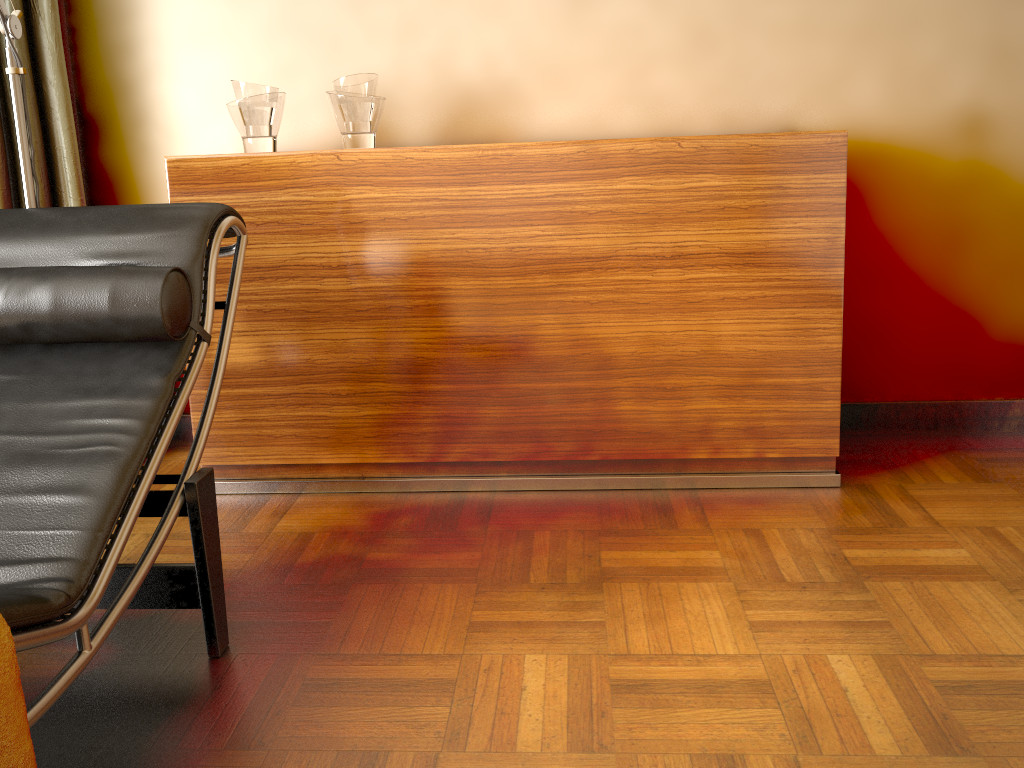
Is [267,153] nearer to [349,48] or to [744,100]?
[349,48]

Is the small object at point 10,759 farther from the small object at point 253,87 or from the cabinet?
the small object at point 253,87

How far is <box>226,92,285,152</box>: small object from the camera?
2.2m

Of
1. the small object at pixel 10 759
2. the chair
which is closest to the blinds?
the chair

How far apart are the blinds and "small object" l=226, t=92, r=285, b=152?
0.50m

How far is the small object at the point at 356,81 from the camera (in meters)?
2.20

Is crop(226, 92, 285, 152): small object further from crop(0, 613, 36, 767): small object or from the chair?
crop(0, 613, 36, 767): small object

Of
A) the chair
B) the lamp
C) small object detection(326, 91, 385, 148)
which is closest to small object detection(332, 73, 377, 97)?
small object detection(326, 91, 385, 148)

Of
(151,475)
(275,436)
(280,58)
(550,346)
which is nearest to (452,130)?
(280,58)

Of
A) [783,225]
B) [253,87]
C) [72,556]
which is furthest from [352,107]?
[72,556]
